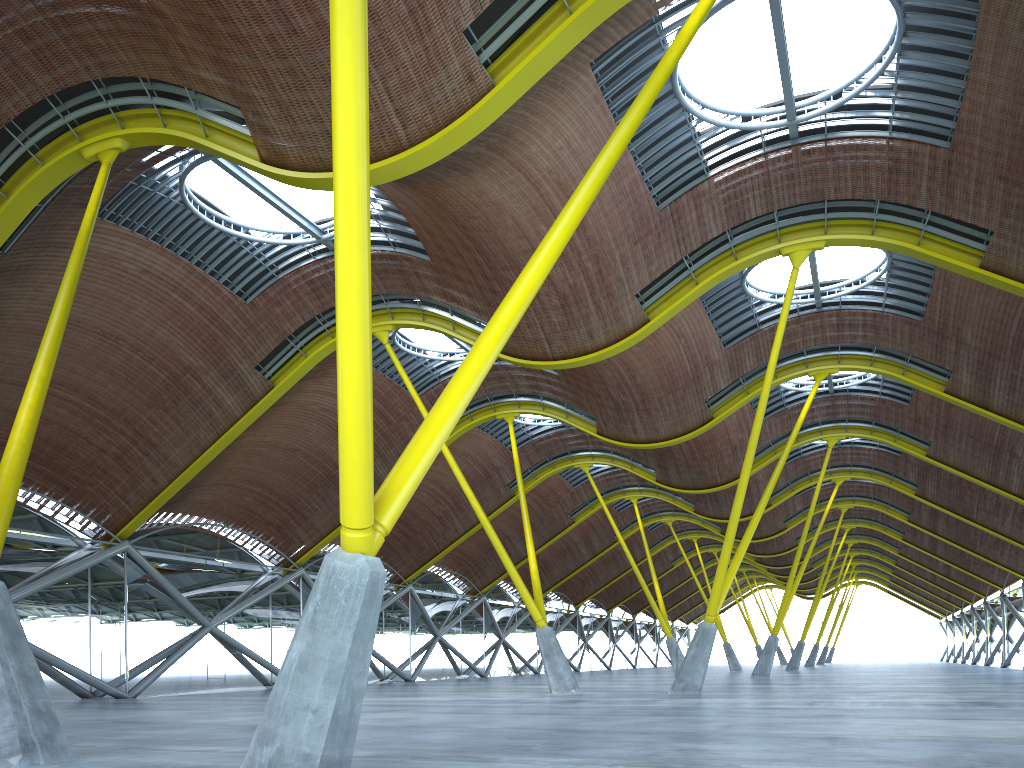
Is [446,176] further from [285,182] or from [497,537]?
[497,537]

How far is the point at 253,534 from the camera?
42.2m
